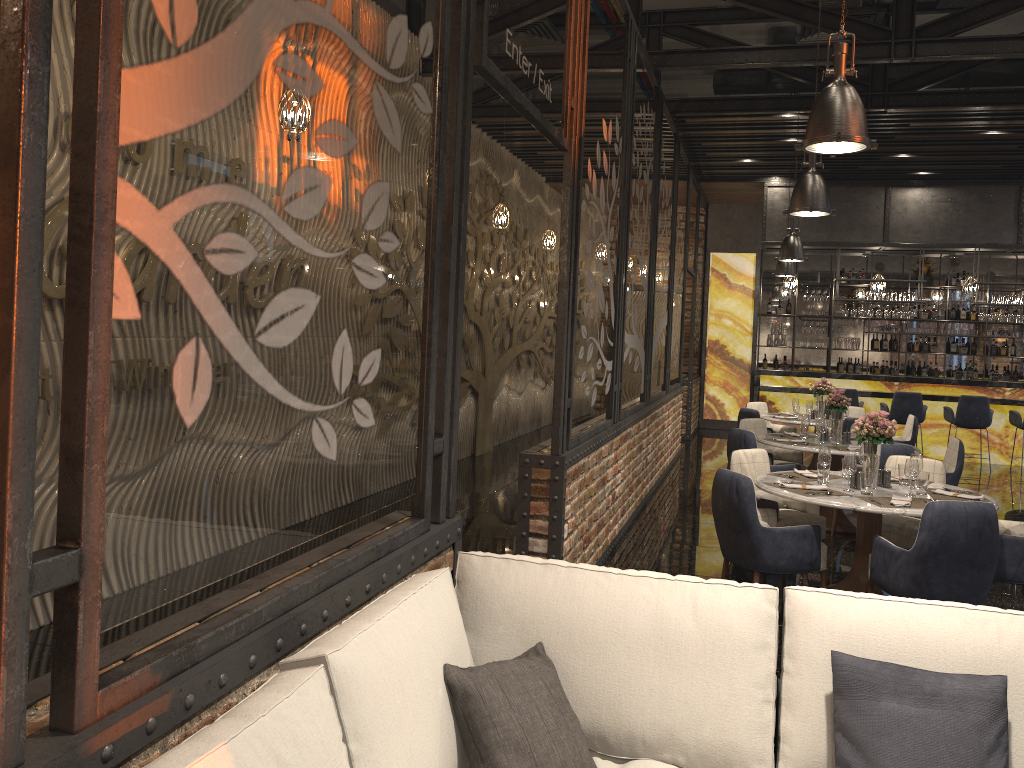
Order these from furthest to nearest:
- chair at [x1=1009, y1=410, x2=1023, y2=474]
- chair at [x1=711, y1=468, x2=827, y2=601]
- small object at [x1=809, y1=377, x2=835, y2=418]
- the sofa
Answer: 1. chair at [x1=1009, y1=410, x2=1023, y2=474]
2. small object at [x1=809, y1=377, x2=835, y2=418]
3. chair at [x1=711, y1=468, x2=827, y2=601]
4. the sofa

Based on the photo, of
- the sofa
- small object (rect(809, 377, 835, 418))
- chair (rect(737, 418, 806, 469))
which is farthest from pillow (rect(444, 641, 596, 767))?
small object (rect(809, 377, 835, 418))

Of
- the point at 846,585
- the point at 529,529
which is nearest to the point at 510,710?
the point at 529,529

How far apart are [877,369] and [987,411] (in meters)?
3.55

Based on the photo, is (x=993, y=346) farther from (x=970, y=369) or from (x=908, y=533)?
(x=908, y=533)

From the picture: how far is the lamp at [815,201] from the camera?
6.3m

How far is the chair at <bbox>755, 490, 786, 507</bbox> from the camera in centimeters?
612cm

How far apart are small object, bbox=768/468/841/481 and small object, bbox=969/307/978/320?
10.8 meters

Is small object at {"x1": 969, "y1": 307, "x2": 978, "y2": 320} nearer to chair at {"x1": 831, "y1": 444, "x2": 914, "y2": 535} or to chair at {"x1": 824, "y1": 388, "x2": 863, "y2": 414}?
chair at {"x1": 824, "y1": 388, "x2": 863, "y2": 414}

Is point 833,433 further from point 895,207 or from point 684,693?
point 895,207
